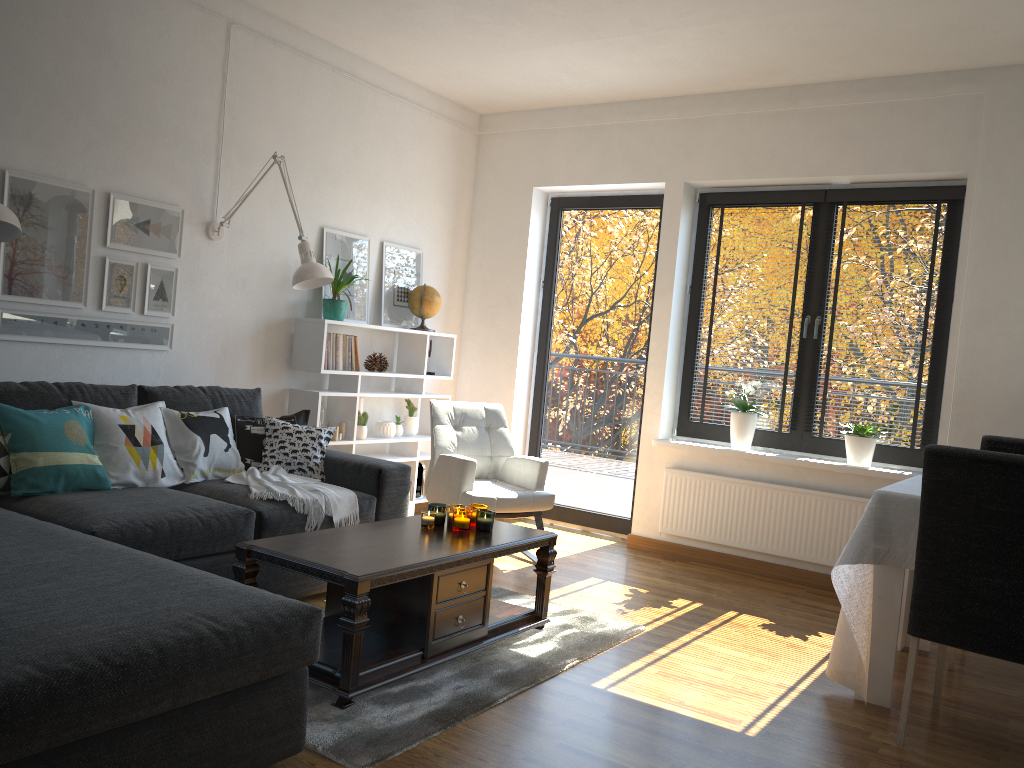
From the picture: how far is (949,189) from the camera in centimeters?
473cm

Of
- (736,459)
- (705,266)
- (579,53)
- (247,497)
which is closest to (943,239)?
(705,266)

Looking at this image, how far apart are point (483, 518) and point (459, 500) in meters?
1.1 m

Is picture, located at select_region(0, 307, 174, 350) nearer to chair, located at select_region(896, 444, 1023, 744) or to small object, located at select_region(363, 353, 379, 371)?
small object, located at select_region(363, 353, 379, 371)

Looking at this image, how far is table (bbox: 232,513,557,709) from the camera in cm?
268

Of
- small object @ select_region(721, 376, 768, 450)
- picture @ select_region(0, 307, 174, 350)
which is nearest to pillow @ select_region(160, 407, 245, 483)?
picture @ select_region(0, 307, 174, 350)

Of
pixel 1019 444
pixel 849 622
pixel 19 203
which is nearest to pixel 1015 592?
pixel 849 622

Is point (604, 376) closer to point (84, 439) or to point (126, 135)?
point (126, 135)

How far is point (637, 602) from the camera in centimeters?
423cm

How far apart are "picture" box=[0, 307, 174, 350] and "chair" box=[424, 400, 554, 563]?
1.43m
